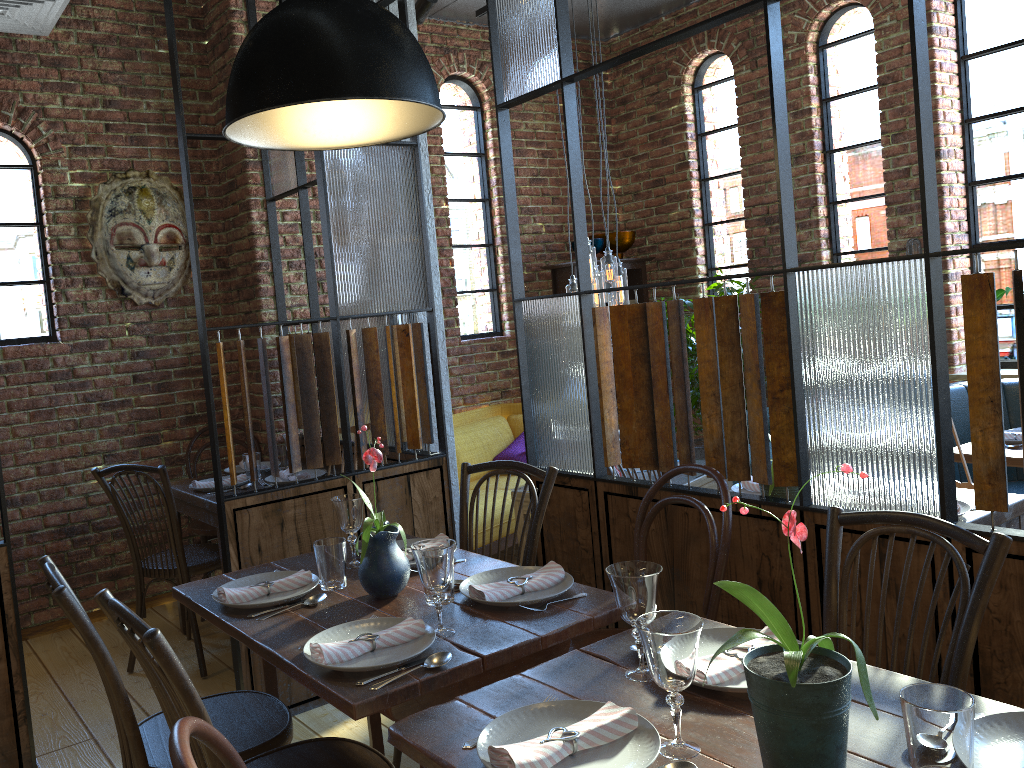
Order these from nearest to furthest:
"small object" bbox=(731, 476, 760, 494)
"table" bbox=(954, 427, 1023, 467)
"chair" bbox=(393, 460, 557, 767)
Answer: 1. "chair" bbox=(393, 460, 557, 767)
2. "small object" bbox=(731, 476, 760, 494)
3. "table" bbox=(954, 427, 1023, 467)

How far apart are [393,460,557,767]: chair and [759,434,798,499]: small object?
0.6 meters

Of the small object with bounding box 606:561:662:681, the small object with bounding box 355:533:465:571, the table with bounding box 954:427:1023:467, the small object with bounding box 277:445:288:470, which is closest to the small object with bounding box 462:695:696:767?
the small object with bounding box 606:561:662:681

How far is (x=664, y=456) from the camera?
2.6m

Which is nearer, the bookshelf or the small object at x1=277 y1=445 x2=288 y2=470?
the small object at x1=277 y1=445 x2=288 y2=470

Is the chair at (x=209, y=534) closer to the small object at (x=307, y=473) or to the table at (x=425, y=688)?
the small object at (x=307, y=473)

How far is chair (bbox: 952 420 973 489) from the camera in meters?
3.1 m

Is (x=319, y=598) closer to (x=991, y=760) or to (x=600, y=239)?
(x=991, y=760)

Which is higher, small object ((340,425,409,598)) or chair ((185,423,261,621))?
small object ((340,425,409,598))

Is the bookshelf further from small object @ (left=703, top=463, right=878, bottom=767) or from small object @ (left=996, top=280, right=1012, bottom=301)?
small object @ (left=703, top=463, right=878, bottom=767)
